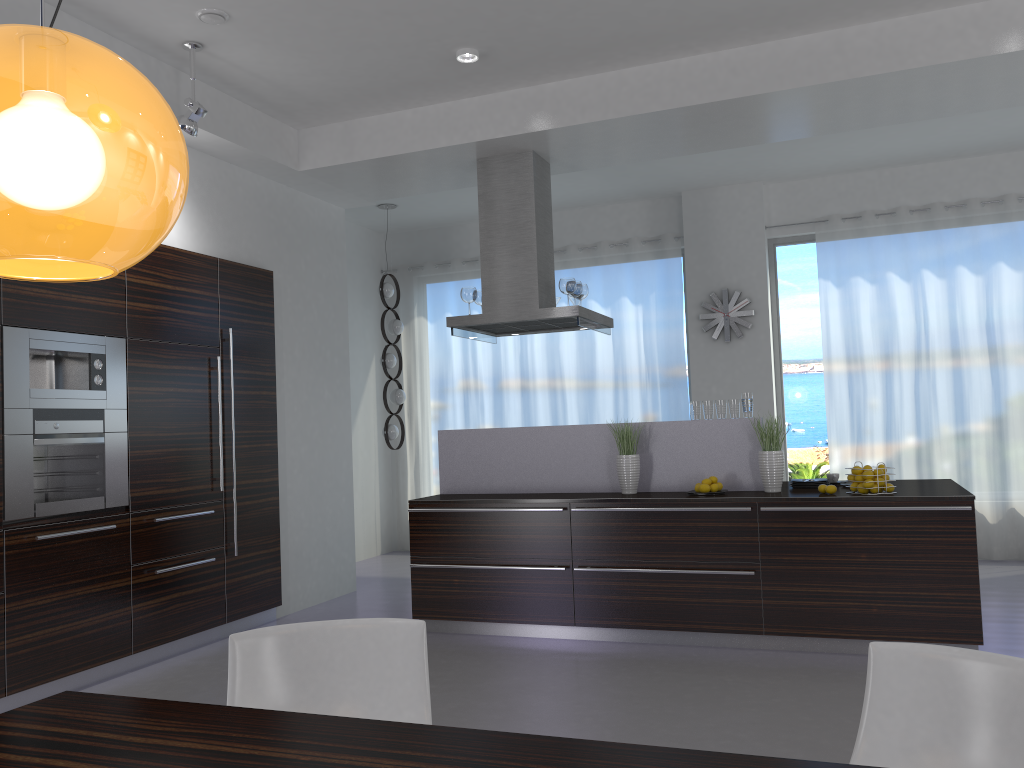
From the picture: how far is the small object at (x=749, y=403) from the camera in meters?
5.5 m

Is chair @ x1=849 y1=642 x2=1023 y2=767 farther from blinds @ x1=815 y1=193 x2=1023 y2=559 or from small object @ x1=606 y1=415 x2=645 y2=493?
blinds @ x1=815 y1=193 x2=1023 y2=559

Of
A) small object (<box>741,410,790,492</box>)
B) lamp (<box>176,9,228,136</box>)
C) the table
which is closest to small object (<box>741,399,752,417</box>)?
small object (<box>741,410,790,492</box>)

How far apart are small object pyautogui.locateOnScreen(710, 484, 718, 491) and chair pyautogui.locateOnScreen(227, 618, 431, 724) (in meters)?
3.27

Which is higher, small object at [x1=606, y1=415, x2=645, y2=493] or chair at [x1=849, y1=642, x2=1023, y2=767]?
small object at [x1=606, y1=415, x2=645, y2=493]

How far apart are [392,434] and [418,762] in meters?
7.1 m

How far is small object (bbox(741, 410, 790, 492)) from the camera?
5.23m

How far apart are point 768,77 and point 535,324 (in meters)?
2.28

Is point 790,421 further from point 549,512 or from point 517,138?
point 517,138

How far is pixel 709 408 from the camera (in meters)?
5.56
